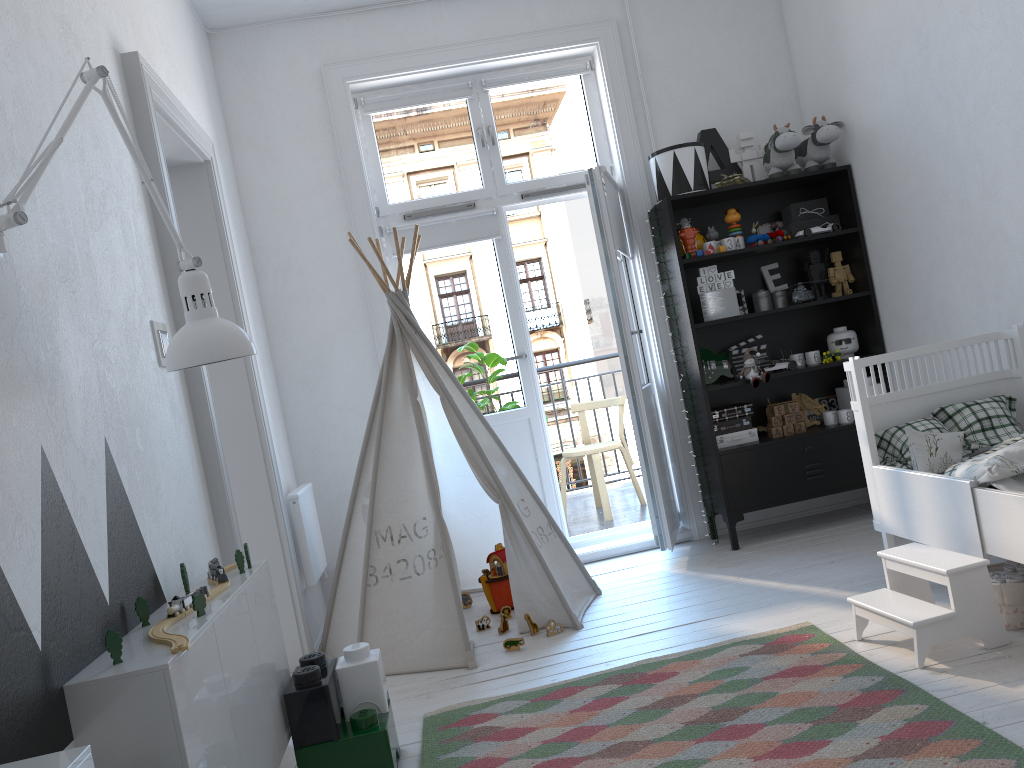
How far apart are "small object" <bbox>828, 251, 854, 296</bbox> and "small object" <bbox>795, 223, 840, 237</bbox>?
0.2m

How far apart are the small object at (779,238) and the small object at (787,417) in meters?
0.9 m

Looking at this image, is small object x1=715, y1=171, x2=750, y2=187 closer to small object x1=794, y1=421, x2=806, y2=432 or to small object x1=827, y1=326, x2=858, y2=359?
small object x1=827, y1=326, x2=858, y2=359

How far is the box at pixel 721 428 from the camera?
4.2 meters

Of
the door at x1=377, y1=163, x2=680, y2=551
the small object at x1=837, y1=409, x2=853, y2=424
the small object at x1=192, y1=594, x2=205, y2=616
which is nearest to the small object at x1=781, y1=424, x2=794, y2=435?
the small object at x1=837, y1=409, x2=853, y2=424

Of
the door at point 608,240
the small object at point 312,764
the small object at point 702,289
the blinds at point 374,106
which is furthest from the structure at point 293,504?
the small object at point 702,289

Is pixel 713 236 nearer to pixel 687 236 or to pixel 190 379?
pixel 687 236

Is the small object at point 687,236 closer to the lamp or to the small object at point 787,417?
the small object at point 787,417

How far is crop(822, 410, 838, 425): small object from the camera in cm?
427

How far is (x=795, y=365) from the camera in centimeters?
422cm
